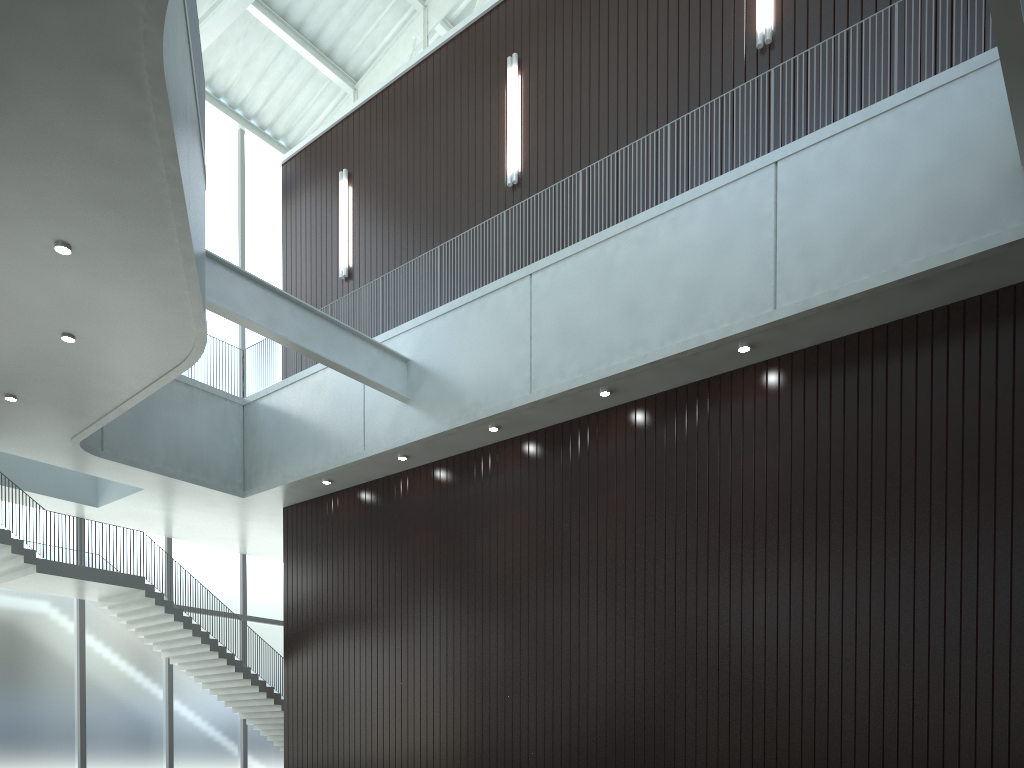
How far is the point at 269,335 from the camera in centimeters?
4866cm
